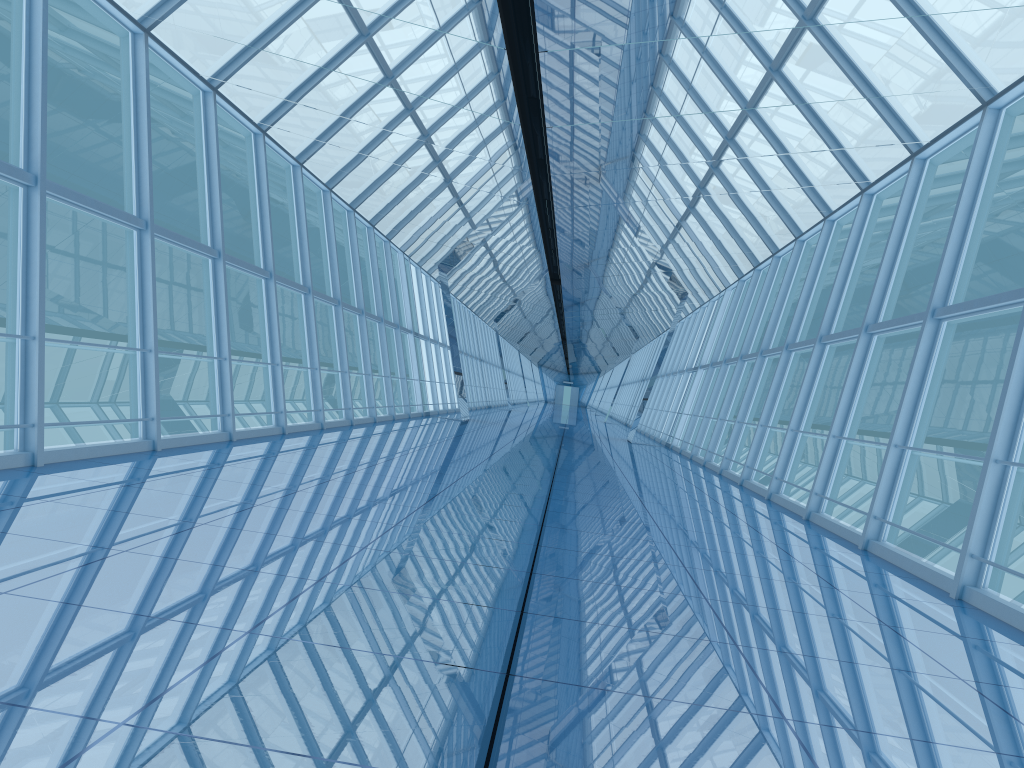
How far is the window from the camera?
8.3m

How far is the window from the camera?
8.3m

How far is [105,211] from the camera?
8.30m
